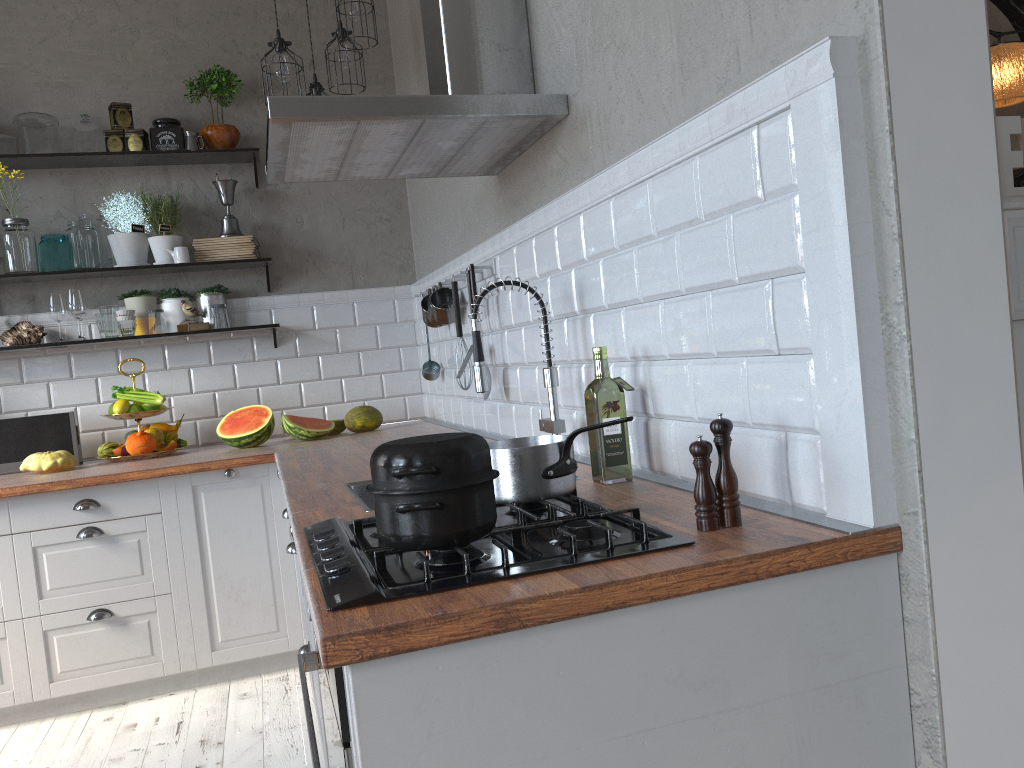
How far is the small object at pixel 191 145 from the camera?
3.92m

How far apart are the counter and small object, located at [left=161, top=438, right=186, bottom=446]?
0.04m

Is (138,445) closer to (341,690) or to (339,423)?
(339,423)

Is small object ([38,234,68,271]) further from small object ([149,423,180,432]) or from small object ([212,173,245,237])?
small object ([149,423,180,432])

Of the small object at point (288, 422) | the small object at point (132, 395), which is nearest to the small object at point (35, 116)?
the small object at point (132, 395)

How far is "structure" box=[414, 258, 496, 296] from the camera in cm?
286

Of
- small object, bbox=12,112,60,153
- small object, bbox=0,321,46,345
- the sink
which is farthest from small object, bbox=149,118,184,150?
the sink

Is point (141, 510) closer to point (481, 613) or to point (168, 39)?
point (168, 39)

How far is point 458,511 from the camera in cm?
119

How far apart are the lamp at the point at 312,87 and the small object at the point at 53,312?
1.46m
